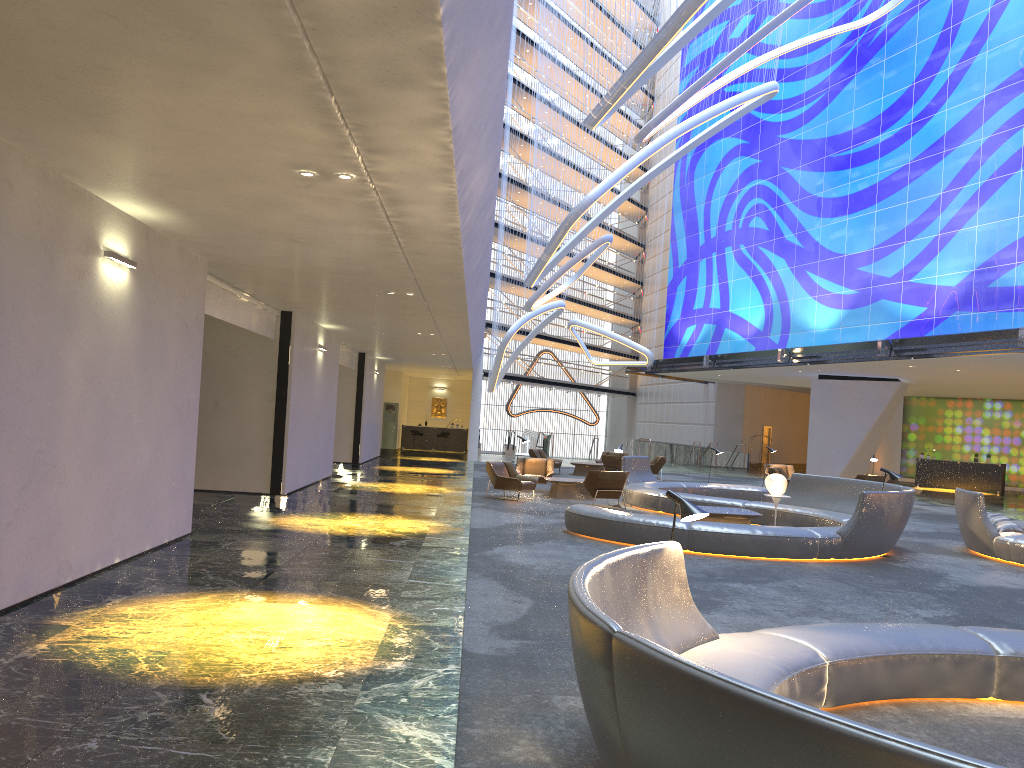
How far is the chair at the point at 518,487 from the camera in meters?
18.0 m

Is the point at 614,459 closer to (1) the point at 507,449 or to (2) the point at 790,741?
(1) the point at 507,449

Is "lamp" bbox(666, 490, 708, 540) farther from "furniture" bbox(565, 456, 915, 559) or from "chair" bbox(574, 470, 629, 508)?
"chair" bbox(574, 470, 629, 508)

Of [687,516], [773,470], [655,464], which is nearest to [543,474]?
[773,470]

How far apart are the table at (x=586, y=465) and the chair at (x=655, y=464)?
1.7m

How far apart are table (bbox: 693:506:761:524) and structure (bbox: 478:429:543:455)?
26.1 meters

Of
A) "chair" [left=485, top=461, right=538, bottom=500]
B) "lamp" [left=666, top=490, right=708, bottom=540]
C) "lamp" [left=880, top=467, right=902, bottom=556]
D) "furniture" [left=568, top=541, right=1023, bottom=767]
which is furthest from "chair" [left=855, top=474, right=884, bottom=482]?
"lamp" [left=666, top=490, right=708, bottom=540]

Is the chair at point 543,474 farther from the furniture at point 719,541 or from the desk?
the desk

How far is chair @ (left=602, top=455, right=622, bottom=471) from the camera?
26.14m

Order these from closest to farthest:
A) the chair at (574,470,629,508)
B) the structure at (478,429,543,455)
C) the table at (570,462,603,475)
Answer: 1. the chair at (574,470,629,508)
2. the table at (570,462,603,475)
3. the structure at (478,429,543,455)
